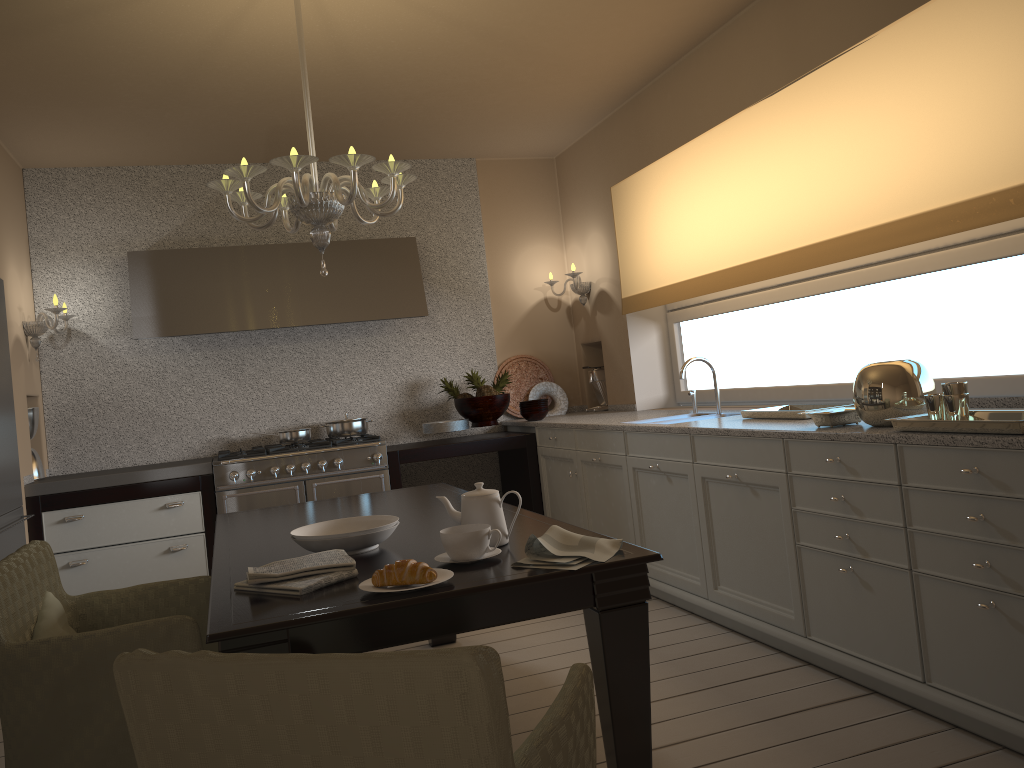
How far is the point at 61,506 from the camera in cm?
451

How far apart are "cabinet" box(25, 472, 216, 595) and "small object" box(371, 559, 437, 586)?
3.21m

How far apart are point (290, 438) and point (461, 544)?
3.4 meters

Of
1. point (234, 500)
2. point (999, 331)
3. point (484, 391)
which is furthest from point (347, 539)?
point (484, 391)

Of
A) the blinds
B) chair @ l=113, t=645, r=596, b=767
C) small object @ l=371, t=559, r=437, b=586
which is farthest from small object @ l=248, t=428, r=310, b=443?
chair @ l=113, t=645, r=596, b=767

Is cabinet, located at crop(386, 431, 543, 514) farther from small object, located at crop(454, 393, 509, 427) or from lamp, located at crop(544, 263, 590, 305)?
lamp, located at crop(544, 263, 590, 305)

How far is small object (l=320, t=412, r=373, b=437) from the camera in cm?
526

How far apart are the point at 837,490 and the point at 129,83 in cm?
344

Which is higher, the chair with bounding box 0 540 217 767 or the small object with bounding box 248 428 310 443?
the small object with bounding box 248 428 310 443

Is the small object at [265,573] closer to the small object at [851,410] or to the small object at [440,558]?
the small object at [440,558]
